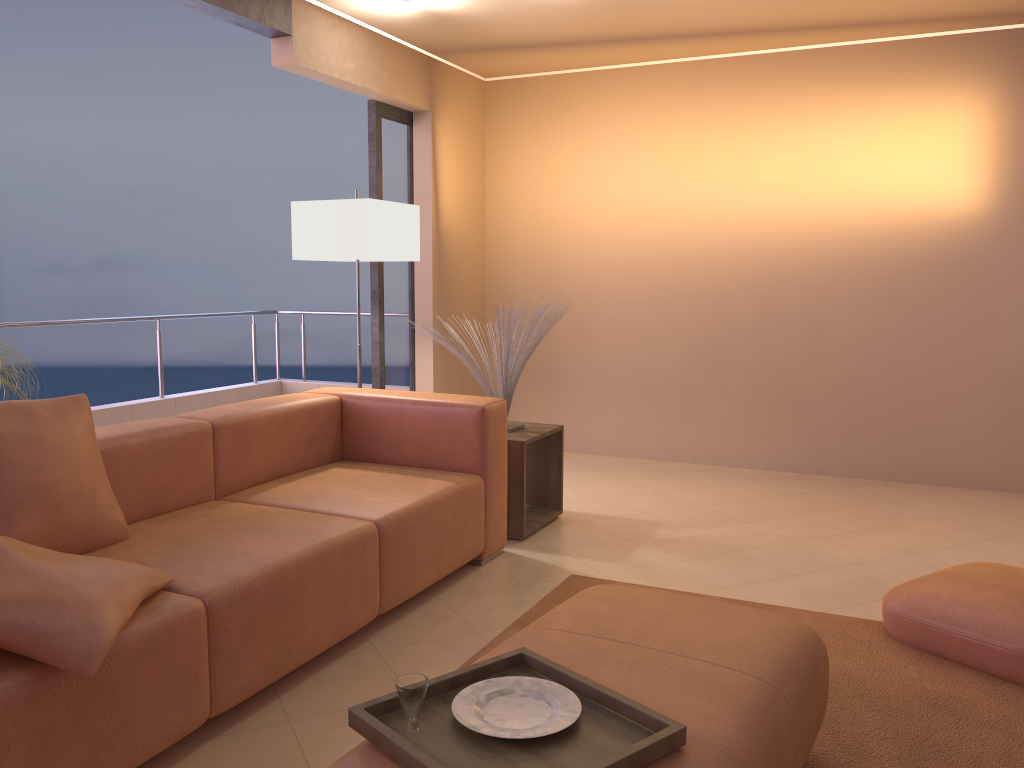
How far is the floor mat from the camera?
2.17m

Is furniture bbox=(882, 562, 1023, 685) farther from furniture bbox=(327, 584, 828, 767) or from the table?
the table

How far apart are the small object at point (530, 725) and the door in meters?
3.6

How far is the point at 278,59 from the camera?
4.2m

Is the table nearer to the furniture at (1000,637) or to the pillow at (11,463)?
the furniture at (1000,637)

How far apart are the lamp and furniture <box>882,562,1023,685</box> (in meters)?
2.57

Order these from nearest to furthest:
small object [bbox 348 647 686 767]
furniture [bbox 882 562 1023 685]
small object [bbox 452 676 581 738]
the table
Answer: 1. small object [bbox 348 647 686 767]
2. small object [bbox 452 676 581 738]
3. furniture [bbox 882 562 1023 685]
4. the table

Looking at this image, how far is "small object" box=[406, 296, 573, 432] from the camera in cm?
405

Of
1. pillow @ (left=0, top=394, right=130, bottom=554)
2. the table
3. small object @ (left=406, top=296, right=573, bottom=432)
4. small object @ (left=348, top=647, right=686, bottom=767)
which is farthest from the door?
small object @ (left=348, top=647, right=686, bottom=767)

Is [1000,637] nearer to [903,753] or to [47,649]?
[903,753]
